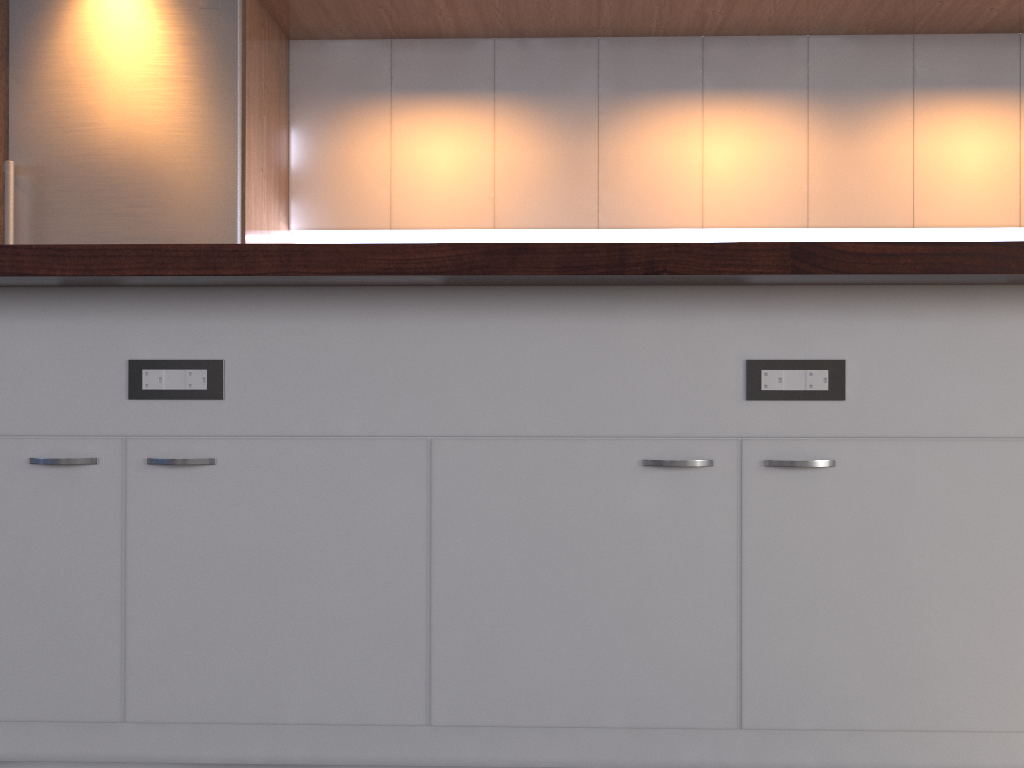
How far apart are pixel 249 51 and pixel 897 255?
3.2m

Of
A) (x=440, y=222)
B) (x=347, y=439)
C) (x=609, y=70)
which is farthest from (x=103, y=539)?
(x=609, y=70)

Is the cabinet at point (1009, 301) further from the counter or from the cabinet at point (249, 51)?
the cabinet at point (249, 51)

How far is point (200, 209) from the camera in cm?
364

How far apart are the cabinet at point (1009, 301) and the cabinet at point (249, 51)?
2.21m

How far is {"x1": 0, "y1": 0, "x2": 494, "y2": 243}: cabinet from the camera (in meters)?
3.73

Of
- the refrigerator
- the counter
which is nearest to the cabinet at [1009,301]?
the counter

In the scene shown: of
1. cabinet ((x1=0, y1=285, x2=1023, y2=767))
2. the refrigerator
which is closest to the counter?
cabinet ((x1=0, y1=285, x2=1023, y2=767))

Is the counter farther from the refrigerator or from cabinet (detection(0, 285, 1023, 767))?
the refrigerator

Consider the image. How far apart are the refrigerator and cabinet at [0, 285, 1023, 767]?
2.17m
